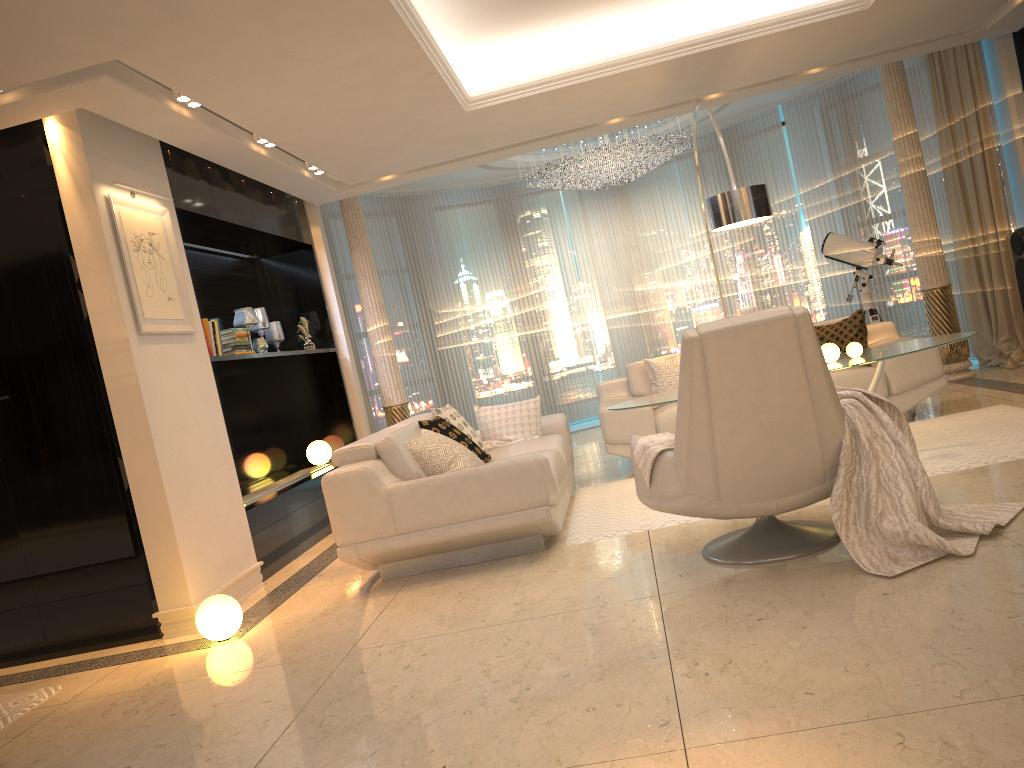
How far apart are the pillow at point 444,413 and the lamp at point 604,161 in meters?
3.6

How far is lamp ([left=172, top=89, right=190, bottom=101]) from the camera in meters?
4.5 m

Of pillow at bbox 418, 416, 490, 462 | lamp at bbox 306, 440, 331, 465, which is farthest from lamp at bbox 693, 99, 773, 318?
lamp at bbox 306, 440, 331, 465

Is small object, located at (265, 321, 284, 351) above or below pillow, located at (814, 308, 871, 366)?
above

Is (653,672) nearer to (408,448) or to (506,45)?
(408,448)

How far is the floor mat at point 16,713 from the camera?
3.71m

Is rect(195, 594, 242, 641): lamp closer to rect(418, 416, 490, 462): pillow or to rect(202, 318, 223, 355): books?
rect(418, 416, 490, 462): pillow

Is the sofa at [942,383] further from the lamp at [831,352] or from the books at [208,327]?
the books at [208,327]

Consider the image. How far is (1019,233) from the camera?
6.5m

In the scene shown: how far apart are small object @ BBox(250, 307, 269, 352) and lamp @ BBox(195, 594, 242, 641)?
3.27m
